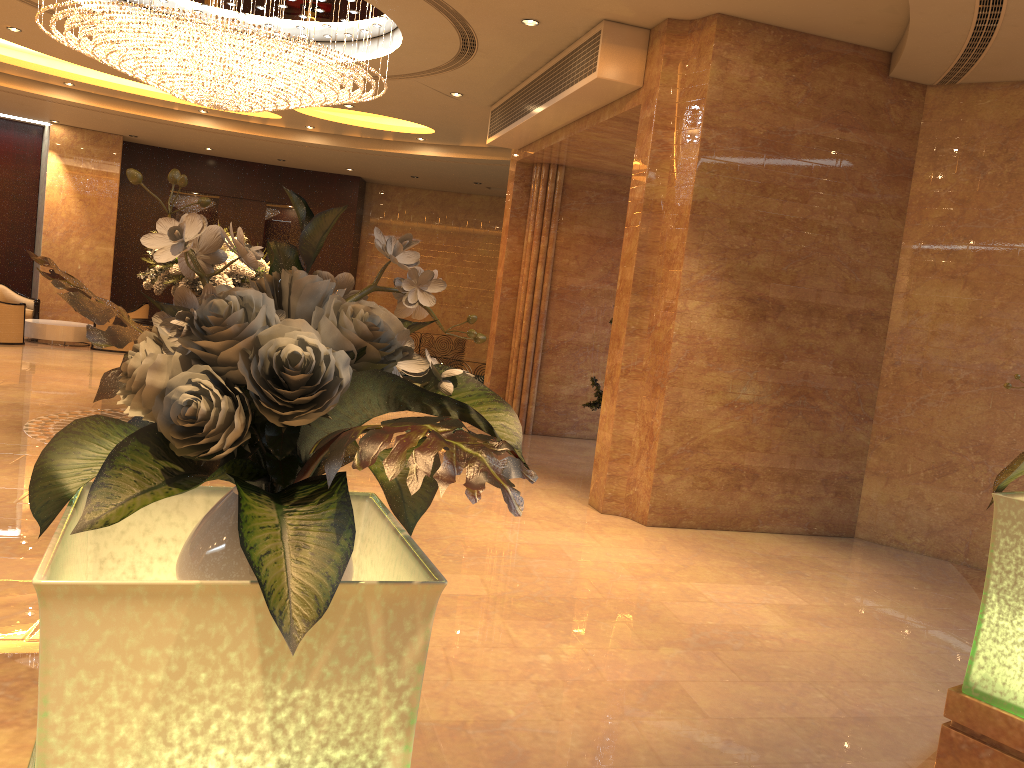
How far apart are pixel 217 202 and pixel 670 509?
14.5 meters

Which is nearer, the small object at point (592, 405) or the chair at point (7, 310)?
the small object at point (592, 405)

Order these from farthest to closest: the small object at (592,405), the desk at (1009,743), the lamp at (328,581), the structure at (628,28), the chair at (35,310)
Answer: the chair at (35,310) → the small object at (592,405) → the structure at (628,28) → the desk at (1009,743) → the lamp at (328,581)

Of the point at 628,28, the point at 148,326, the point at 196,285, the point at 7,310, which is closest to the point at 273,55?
the point at 196,285

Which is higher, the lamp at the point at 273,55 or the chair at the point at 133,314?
the lamp at the point at 273,55

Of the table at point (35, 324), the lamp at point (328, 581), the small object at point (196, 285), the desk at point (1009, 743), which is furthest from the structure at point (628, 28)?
the table at point (35, 324)

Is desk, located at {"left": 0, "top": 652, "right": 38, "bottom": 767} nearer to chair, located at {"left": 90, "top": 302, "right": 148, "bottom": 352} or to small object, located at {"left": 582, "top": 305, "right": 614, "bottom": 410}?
small object, located at {"left": 582, "top": 305, "right": 614, "bottom": 410}

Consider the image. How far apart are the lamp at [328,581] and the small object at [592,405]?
7.84m

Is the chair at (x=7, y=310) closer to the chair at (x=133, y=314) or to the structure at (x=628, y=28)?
the chair at (x=133, y=314)

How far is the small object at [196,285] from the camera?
8.3 meters
